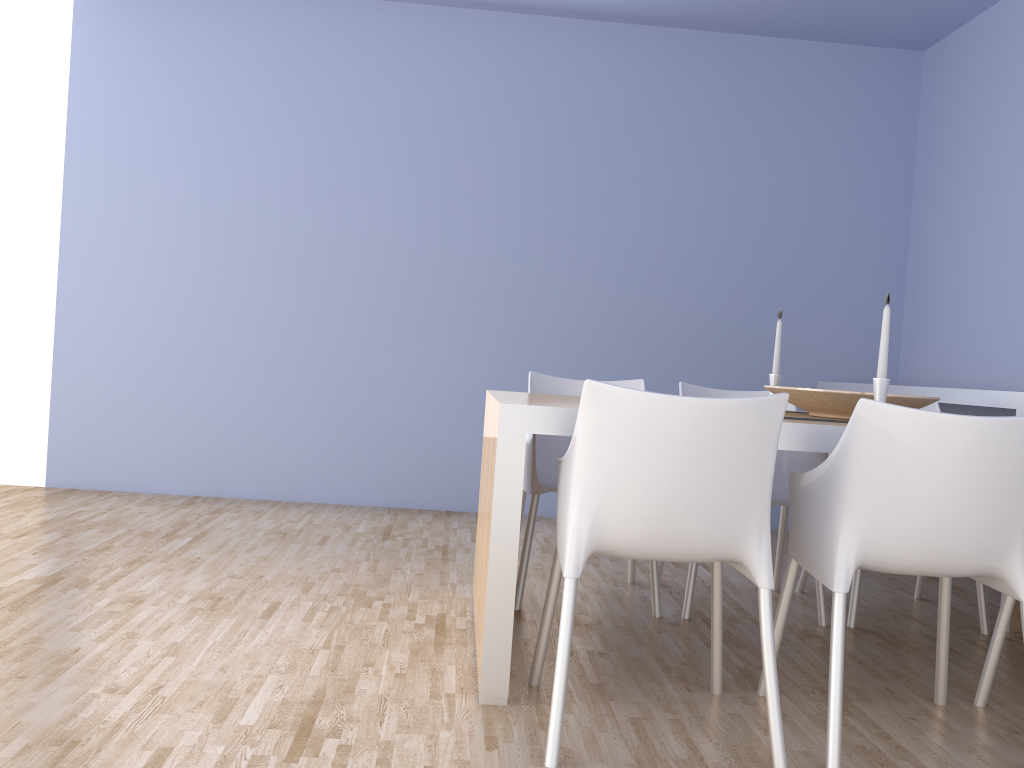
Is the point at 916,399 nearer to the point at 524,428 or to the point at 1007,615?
the point at 1007,615

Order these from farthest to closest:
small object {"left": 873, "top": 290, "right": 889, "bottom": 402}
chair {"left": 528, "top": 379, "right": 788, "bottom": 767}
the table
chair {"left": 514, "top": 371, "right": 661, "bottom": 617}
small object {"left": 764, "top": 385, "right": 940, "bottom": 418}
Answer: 1. chair {"left": 514, "top": 371, "right": 661, "bottom": 617}
2. small object {"left": 764, "top": 385, "right": 940, "bottom": 418}
3. small object {"left": 873, "top": 290, "right": 889, "bottom": 402}
4. the table
5. chair {"left": 528, "top": 379, "right": 788, "bottom": 767}

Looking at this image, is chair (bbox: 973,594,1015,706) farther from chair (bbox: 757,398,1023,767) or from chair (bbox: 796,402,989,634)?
chair (bbox: 796,402,989,634)

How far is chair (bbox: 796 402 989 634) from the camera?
3.0 meters

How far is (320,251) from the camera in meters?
4.7 m

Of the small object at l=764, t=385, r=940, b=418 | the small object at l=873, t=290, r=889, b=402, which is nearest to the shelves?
the small object at l=764, t=385, r=940, b=418

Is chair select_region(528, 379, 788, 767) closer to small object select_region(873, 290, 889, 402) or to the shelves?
small object select_region(873, 290, 889, 402)

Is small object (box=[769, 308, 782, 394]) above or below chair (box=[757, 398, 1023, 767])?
above

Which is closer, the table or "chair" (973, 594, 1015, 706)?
the table

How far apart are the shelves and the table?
1.4m
